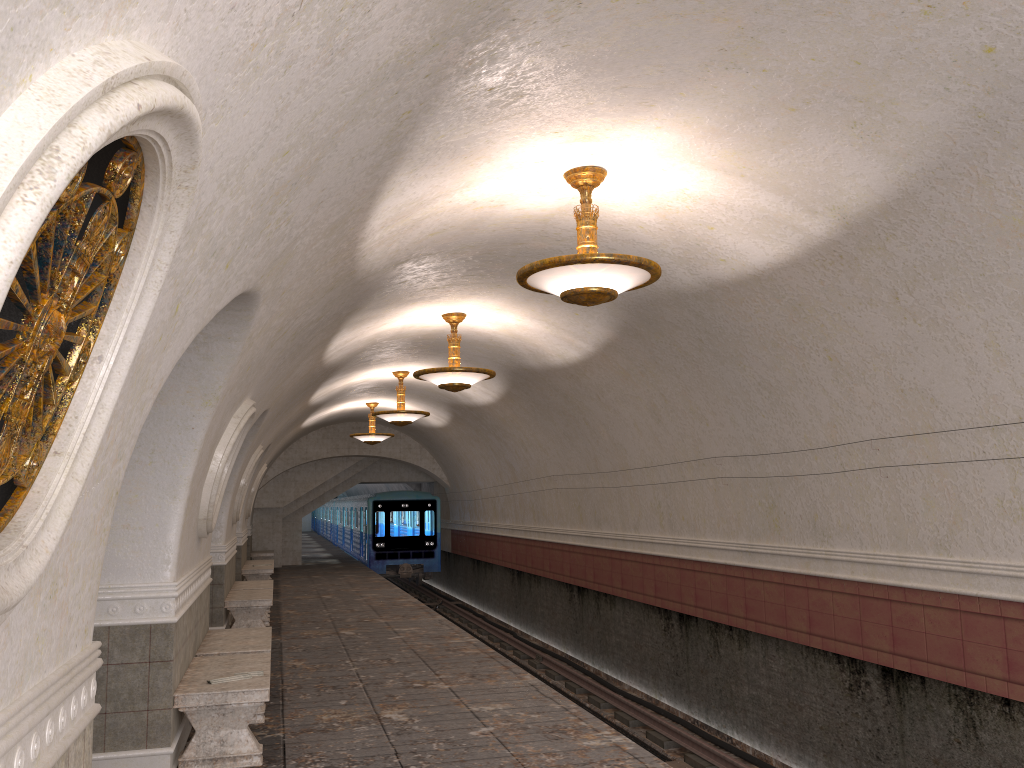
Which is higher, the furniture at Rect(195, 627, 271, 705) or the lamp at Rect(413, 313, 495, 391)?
the lamp at Rect(413, 313, 495, 391)

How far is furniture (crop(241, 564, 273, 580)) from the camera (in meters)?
17.33

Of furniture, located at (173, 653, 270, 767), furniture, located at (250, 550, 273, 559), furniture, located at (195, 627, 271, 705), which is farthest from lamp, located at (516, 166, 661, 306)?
furniture, located at (250, 550, 273, 559)

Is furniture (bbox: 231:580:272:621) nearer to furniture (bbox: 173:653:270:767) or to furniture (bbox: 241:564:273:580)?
furniture (bbox: 241:564:273:580)

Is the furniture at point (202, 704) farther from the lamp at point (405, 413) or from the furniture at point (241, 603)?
the lamp at point (405, 413)

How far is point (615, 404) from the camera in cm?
1174

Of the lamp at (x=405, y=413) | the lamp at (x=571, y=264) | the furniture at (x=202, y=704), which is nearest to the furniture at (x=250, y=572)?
the lamp at (x=405, y=413)

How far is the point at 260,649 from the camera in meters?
7.6

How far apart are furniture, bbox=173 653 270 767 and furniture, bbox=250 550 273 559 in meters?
16.9

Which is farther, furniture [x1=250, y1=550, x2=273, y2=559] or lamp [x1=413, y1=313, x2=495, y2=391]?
furniture [x1=250, y1=550, x2=273, y2=559]
